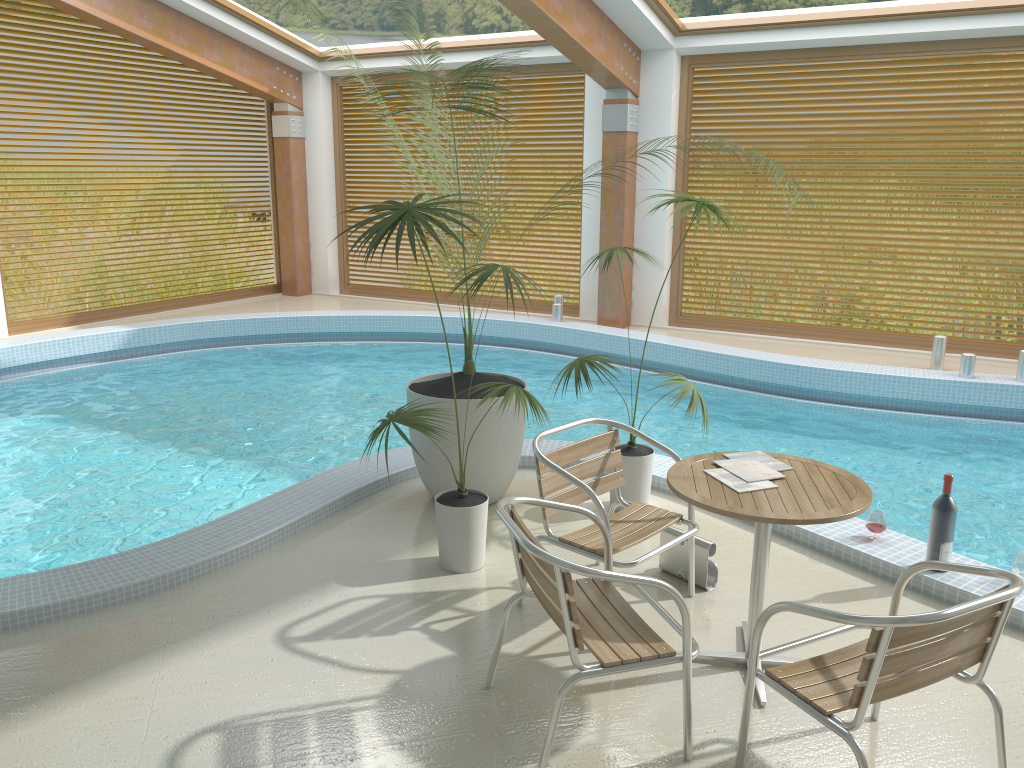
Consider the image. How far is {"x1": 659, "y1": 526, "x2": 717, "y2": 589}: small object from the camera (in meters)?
3.85

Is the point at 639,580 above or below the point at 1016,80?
below

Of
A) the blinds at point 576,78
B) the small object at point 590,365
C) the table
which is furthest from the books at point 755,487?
the blinds at point 576,78

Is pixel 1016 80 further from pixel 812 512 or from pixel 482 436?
pixel 812 512

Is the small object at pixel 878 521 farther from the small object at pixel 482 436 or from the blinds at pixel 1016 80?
the blinds at pixel 1016 80

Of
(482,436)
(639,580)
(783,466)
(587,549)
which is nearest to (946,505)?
(783,466)

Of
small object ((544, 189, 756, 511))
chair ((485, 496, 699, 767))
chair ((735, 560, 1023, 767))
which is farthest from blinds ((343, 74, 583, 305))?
chair ((735, 560, 1023, 767))

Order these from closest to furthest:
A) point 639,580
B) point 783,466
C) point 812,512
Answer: point 639,580 → point 812,512 → point 783,466

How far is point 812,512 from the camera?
2.9m

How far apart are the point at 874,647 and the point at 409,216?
2.2 meters
